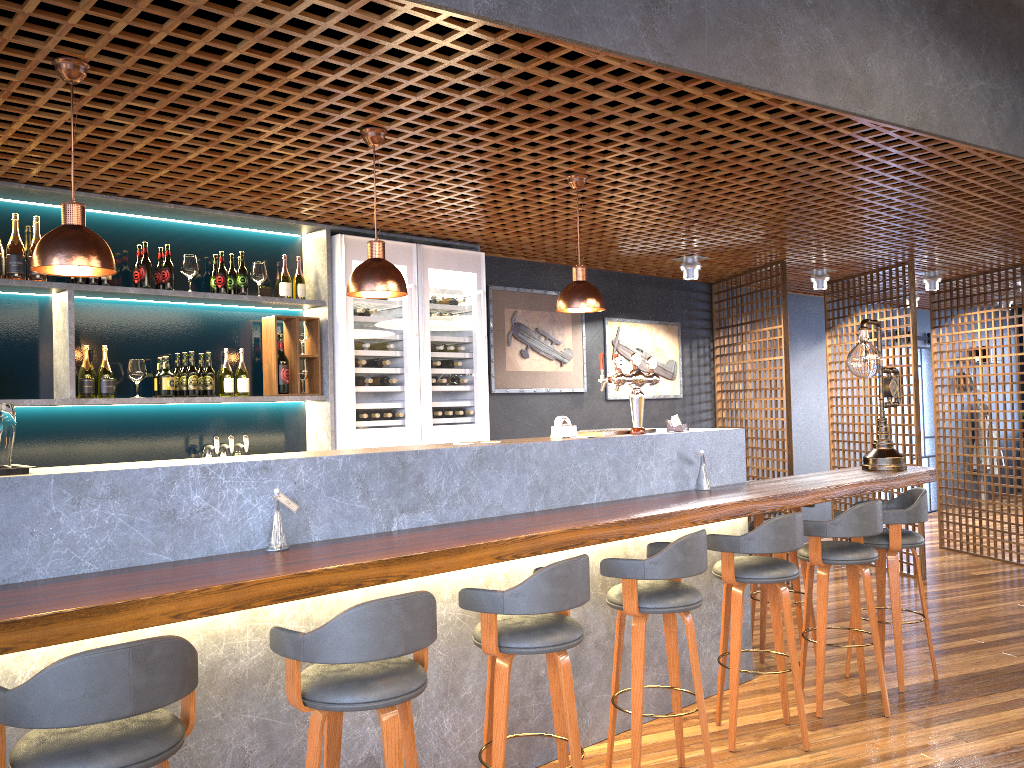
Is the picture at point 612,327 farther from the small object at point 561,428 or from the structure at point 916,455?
the small object at point 561,428

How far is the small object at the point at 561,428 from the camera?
4.27m

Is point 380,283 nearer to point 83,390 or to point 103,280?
point 103,280

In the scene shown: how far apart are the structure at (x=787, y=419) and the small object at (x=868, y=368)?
1.6m

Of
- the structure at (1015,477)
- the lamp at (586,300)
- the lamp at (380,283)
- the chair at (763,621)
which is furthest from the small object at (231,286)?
the structure at (1015,477)

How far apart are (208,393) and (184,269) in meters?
0.7 m

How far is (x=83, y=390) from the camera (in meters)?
4.56

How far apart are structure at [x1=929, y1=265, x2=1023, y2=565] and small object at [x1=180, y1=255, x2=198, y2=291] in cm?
703

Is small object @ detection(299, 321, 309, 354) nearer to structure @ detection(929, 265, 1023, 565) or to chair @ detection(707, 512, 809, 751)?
chair @ detection(707, 512, 809, 751)

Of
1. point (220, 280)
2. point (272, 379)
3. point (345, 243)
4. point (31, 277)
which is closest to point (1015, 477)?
point (345, 243)
